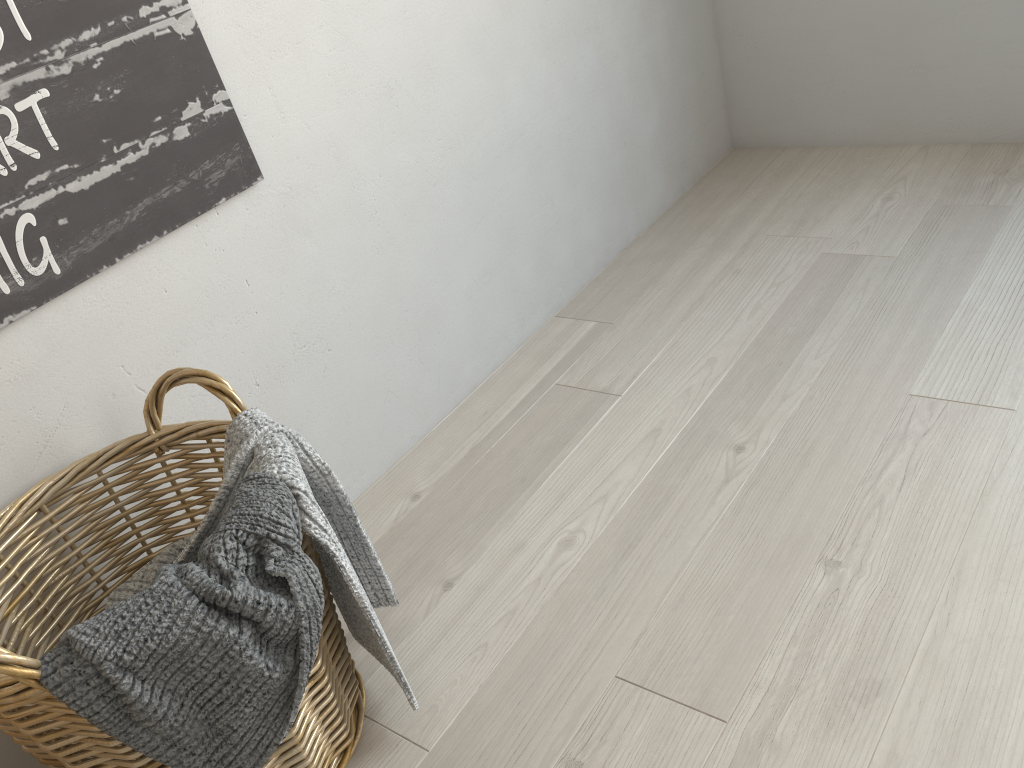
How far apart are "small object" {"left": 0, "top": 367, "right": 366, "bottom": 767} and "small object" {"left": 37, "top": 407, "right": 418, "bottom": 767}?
0.0m

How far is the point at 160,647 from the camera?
0.8m

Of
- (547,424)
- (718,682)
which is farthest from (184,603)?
(547,424)

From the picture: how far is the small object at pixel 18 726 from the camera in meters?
0.8

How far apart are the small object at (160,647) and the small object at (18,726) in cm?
1

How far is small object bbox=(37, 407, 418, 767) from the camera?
0.75m

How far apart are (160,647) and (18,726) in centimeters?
18cm

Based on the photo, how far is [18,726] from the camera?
0.8 meters

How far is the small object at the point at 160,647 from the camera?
0.8m
